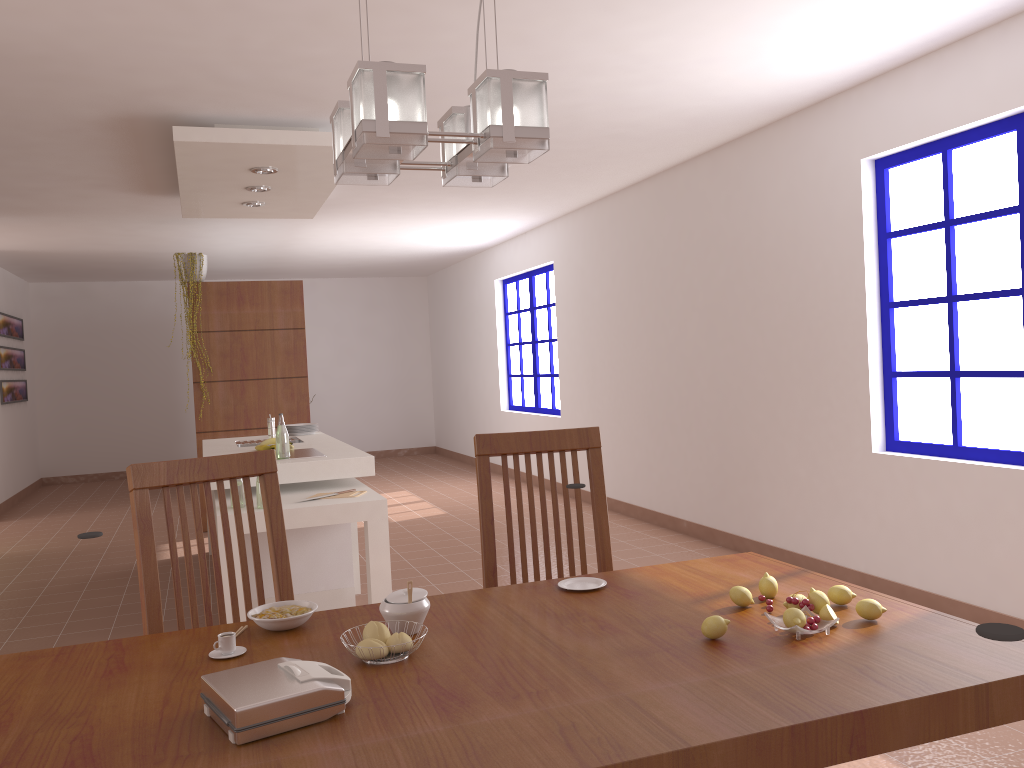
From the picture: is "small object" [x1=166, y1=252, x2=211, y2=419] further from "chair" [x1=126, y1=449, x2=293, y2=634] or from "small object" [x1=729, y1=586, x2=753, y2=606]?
"small object" [x1=729, y1=586, x2=753, y2=606]

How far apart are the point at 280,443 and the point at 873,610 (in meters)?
3.47

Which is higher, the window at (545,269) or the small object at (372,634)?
the window at (545,269)

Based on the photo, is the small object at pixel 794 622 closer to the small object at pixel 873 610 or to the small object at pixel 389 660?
the small object at pixel 873 610

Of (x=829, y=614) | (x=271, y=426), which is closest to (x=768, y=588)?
(x=829, y=614)

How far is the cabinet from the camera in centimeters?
437cm

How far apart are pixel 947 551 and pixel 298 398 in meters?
5.1 m

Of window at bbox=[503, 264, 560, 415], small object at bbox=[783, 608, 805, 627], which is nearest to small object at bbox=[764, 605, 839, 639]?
small object at bbox=[783, 608, 805, 627]

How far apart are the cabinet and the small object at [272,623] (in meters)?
2.63

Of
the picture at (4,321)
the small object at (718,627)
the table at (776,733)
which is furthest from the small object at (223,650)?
the picture at (4,321)
